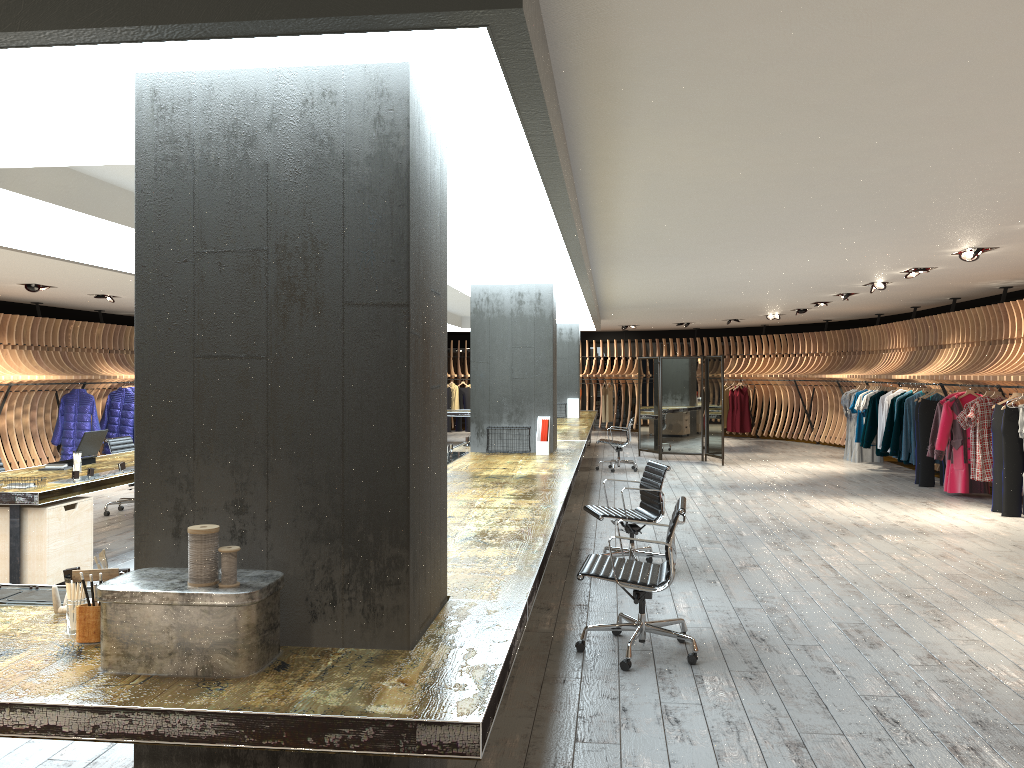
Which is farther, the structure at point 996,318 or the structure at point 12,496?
the structure at point 996,318

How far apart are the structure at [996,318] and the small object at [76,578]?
9.6 meters

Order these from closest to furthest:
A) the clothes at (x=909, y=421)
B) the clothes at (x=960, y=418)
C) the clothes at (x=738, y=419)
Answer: the clothes at (x=960, y=418), the clothes at (x=909, y=421), the clothes at (x=738, y=419)

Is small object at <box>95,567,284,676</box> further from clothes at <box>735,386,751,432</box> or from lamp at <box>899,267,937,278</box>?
clothes at <box>735,386,751,432</box>

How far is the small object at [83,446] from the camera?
7.97m

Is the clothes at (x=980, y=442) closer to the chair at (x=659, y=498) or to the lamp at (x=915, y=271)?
the lamp at (x=915, y=271)

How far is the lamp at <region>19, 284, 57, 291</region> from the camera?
11.79m

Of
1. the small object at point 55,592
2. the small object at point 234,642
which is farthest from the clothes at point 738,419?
the small object at point 234,642

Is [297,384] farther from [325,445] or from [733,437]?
[733,437]

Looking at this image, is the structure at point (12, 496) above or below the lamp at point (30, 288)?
below
